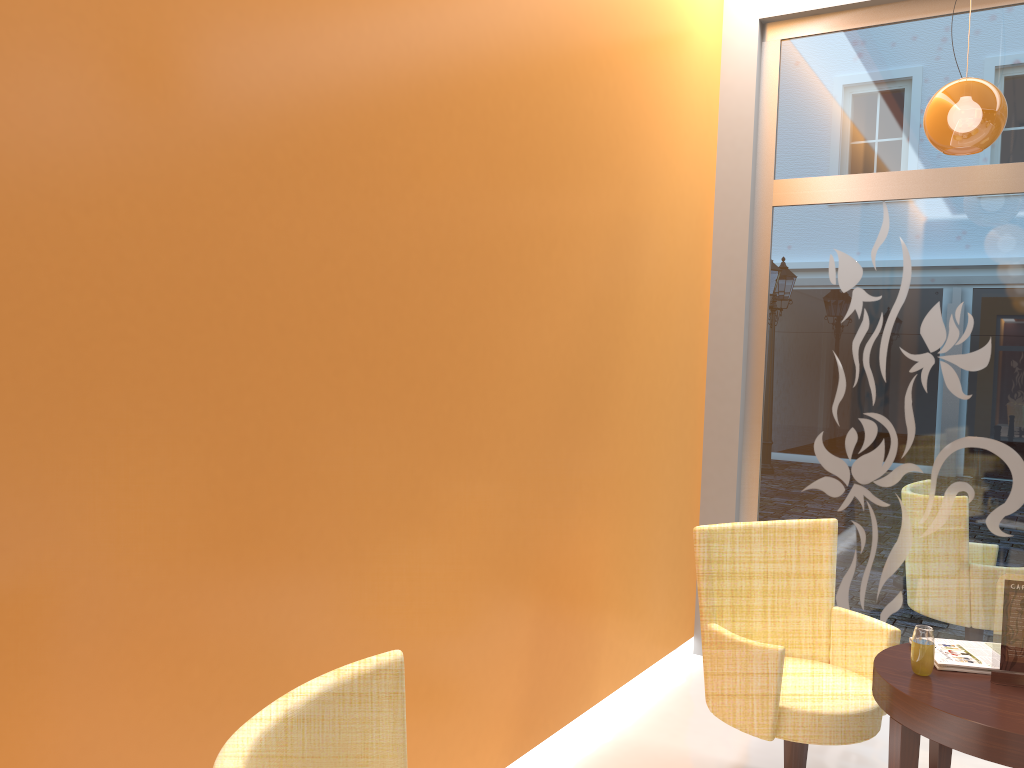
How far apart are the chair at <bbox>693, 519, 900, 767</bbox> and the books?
0.2m

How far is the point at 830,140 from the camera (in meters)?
Answer: 4.68

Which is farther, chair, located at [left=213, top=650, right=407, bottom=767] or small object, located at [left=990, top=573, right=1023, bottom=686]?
small object, located at [left=990, top=573, right=1023, bottom=686]

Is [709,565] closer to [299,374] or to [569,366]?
[569,366]

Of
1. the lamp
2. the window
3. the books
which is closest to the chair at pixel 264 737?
the books

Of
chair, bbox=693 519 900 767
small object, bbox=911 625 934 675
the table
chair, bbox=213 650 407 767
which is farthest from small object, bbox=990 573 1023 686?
chair, bbox=213 650 407 767

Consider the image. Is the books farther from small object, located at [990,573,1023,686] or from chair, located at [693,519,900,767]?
chair, located at [693,519,900,767]

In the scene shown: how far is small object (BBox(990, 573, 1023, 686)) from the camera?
2.7m

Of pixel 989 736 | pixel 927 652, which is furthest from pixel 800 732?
pixel 989 736

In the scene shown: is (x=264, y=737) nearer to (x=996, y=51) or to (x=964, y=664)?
(x=964, y=664)
